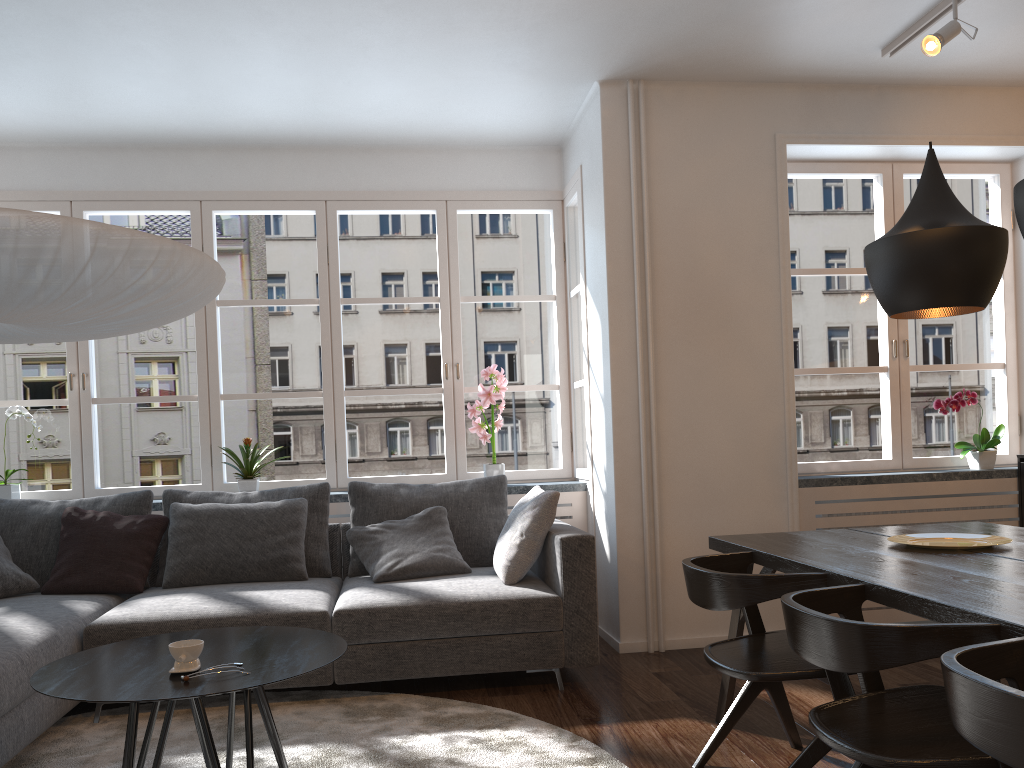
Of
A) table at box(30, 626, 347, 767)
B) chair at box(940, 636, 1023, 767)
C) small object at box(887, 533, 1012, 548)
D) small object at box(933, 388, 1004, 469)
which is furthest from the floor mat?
small object at box(933, 388, 1004, 469)

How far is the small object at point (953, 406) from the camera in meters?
4.6

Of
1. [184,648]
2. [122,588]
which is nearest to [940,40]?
[184,648]

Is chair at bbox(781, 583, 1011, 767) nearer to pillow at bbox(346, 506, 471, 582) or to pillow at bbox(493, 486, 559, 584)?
pillow at bbox(493, 486, 559, 584)

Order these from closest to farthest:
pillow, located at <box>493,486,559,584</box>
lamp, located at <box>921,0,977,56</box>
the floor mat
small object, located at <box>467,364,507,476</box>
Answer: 1. the floor mat
2. lamp, located at <box>921,0,977,56</box>
3. pillow, located at <box>493,486,559,584</box>
4. small object, located at <box>467,364,507,476</box>

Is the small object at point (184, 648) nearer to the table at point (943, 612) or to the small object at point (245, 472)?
the table at point (943, 612)

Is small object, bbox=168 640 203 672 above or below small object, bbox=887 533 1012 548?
below

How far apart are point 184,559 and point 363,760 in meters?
1.6 m

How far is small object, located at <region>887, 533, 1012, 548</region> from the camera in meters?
2.7

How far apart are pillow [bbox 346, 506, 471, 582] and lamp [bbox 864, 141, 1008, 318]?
2.2 meters
